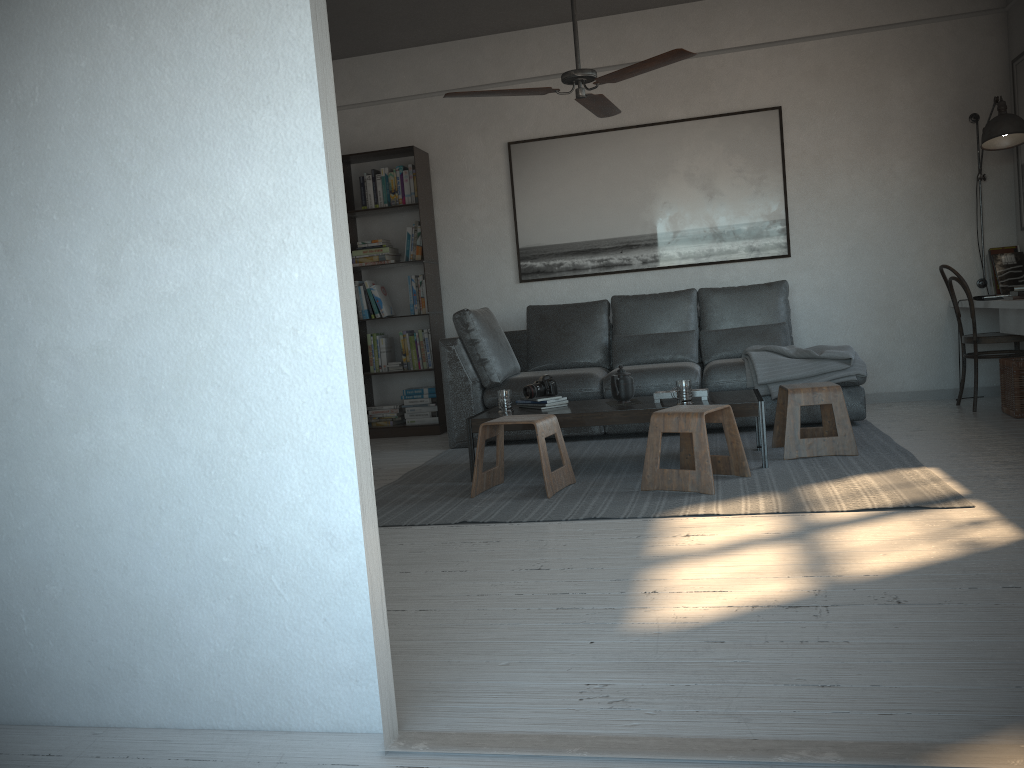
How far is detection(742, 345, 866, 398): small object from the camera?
5.07m

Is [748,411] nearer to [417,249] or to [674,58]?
[674,58]

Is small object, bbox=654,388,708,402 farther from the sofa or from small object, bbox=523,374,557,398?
the sofa

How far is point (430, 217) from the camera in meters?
6.6

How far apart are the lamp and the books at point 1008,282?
0.1m

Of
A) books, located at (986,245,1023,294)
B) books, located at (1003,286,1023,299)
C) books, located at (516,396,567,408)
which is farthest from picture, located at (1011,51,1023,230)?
books, located at (516,396,567,408)

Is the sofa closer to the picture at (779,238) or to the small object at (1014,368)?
the picture at (779,238)

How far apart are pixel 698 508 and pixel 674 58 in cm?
196

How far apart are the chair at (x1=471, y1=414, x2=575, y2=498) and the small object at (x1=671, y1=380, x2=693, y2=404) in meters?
0.6

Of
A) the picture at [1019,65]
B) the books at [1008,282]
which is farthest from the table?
the picture at [1019,65]
